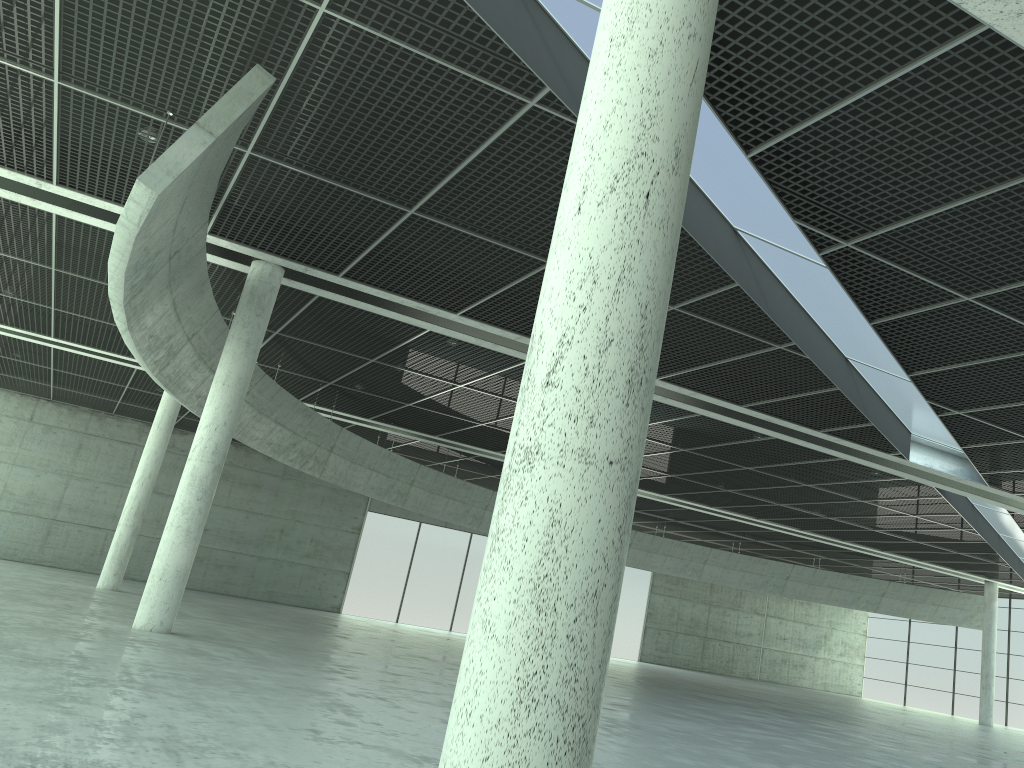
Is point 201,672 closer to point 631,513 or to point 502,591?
point 502,591
